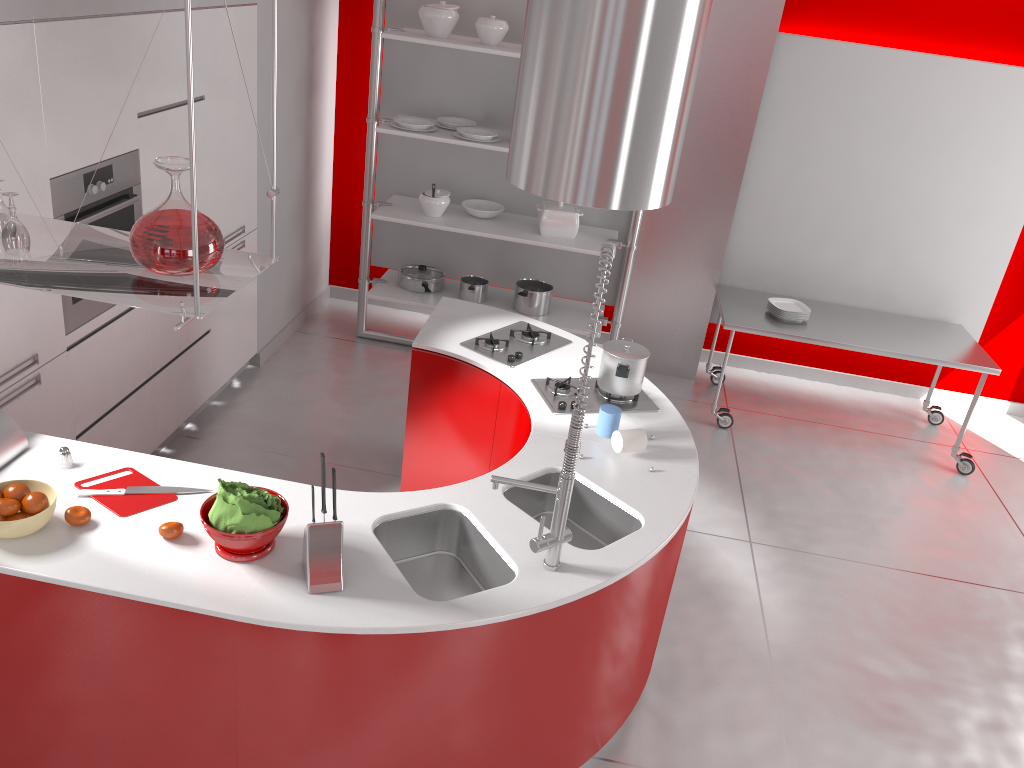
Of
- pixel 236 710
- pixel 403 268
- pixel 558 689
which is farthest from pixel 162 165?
pixel 403 268

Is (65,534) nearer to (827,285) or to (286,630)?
(286,630)

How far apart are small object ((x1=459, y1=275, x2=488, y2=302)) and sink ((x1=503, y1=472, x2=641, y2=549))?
2.69m

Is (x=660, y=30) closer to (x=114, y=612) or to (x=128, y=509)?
(x=128, y=509)

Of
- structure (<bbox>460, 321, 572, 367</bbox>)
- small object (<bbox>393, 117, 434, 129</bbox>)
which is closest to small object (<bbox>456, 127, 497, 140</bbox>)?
small object (<bbox>393, 117, 434, 129</bbox>)

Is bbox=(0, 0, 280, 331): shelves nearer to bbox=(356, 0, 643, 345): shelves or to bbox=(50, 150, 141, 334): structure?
bbox=(50, 150, 141, 334): structure

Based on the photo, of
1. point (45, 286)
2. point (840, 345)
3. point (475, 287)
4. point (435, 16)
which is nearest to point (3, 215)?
point (45, 286)

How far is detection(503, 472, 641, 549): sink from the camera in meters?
2.9 m

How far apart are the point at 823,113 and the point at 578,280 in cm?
179

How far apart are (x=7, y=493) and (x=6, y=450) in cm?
30
